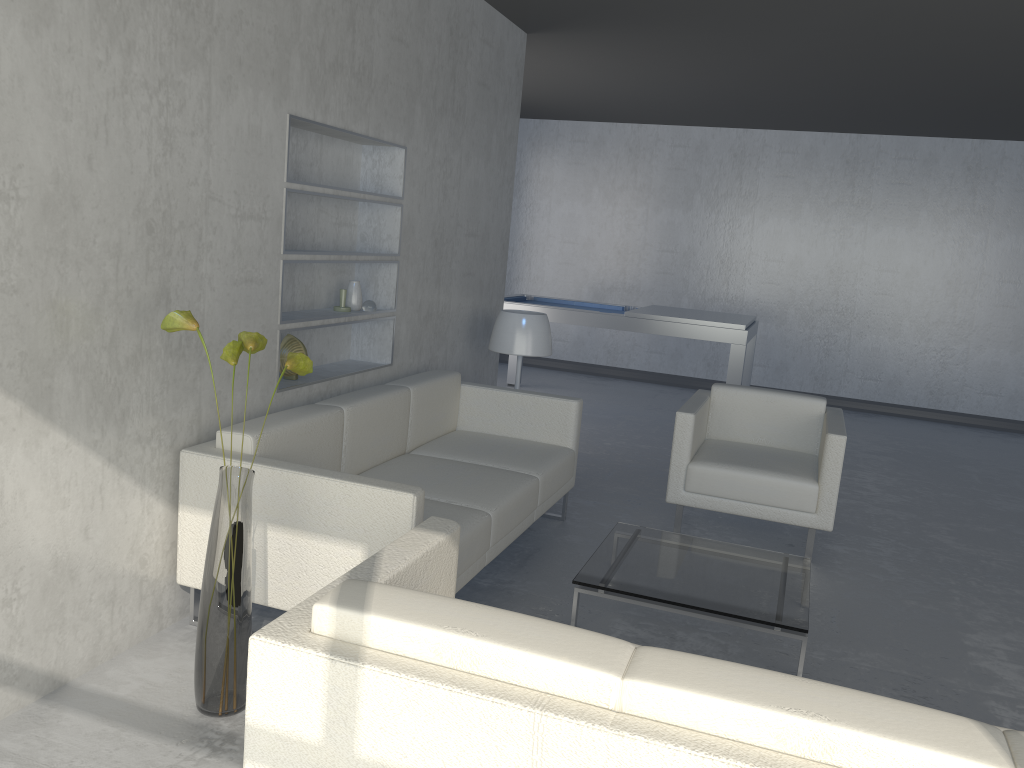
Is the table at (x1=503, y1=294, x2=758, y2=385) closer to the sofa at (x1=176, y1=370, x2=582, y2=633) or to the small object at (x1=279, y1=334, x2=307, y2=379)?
the sofa at (x1=176, y1=370, x2=582, y2=633)

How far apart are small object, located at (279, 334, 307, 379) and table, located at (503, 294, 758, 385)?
3.4 meters

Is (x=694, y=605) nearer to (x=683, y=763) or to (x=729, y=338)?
(x=683, y=763)

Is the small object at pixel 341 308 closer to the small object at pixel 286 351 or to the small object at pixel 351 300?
the small object at pixel 351 300

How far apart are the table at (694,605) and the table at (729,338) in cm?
288

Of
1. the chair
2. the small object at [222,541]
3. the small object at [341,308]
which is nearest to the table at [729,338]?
the chair

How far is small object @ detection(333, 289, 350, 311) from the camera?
3.80m

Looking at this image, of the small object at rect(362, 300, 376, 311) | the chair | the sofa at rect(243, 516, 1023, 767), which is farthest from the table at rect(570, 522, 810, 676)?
the small object at rect(362, 300, 376, 311)

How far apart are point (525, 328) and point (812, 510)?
1.7m

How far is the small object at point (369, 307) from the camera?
3.9 meters
